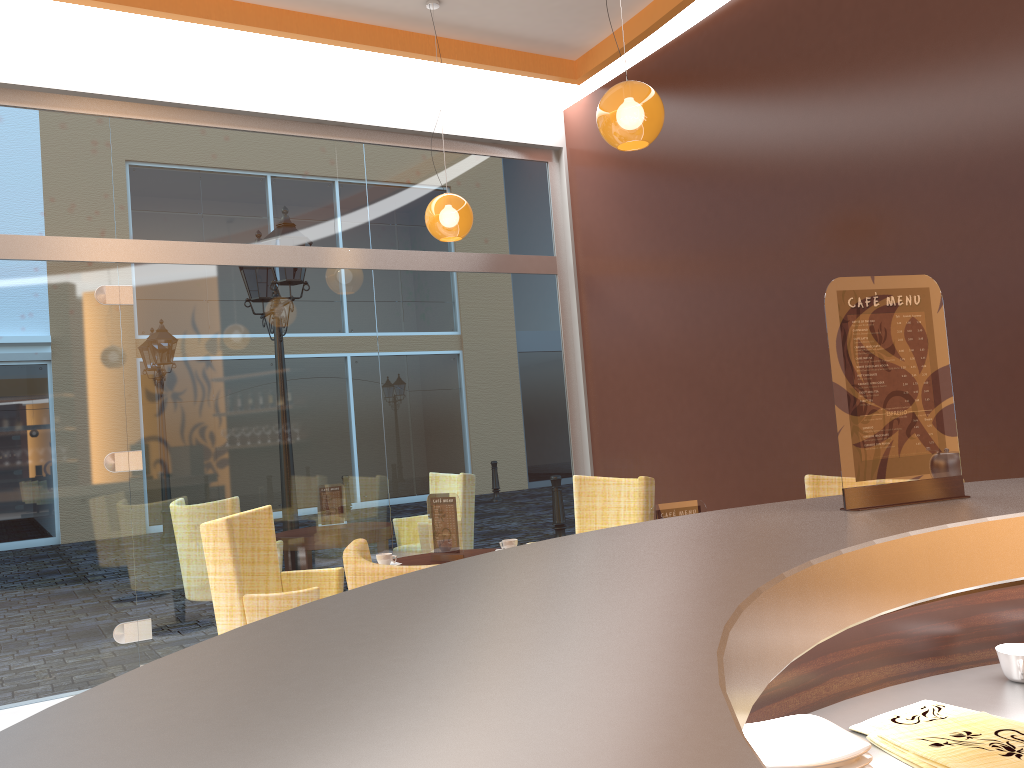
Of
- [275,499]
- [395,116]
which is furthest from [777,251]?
[275,499]

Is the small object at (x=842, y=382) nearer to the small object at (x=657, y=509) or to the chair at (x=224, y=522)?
the small object at (x=657, y=509)

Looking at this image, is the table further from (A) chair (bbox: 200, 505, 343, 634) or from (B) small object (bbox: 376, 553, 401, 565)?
(A) chair (bbox: 200, 505, 343, 634)

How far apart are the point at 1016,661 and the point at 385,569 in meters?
1.3 m

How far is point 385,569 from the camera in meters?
2.2 m

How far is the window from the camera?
5.33m

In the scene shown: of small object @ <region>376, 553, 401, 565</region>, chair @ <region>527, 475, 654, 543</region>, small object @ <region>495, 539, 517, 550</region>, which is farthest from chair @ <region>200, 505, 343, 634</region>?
chair @ <region>527, 475, 654, 543</region>

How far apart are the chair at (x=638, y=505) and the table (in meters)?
0.68

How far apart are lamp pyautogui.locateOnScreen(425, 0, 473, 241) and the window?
0.8 meters

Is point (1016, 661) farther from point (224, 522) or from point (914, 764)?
point (224, 522)
